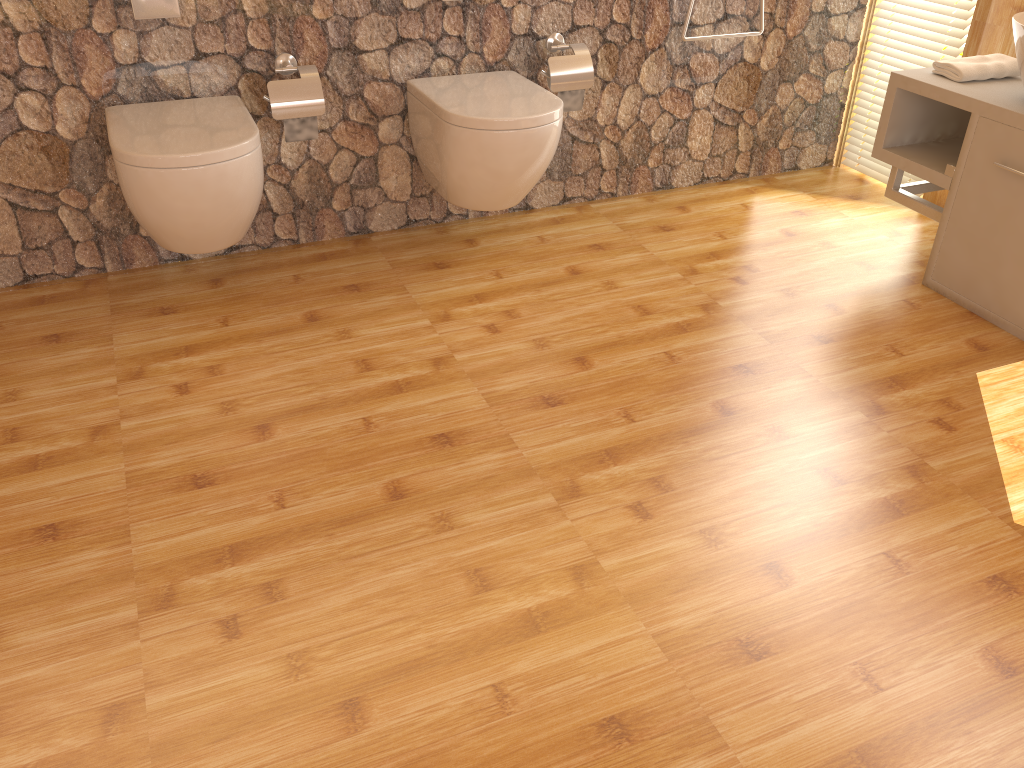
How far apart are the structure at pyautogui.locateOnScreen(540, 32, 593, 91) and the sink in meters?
1.2

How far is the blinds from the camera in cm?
308

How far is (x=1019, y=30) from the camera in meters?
2.3

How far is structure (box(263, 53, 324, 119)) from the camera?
2.53m

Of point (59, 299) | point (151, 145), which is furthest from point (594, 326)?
point (59, 299)

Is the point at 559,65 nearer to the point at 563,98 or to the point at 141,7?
the point at 563,98

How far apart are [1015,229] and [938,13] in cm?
109

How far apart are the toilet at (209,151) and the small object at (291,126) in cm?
13

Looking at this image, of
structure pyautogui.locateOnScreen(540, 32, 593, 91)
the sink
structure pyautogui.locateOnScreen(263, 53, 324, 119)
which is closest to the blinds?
the sink

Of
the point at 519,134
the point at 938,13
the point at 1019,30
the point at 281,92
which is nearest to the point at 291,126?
the point at 281,92
